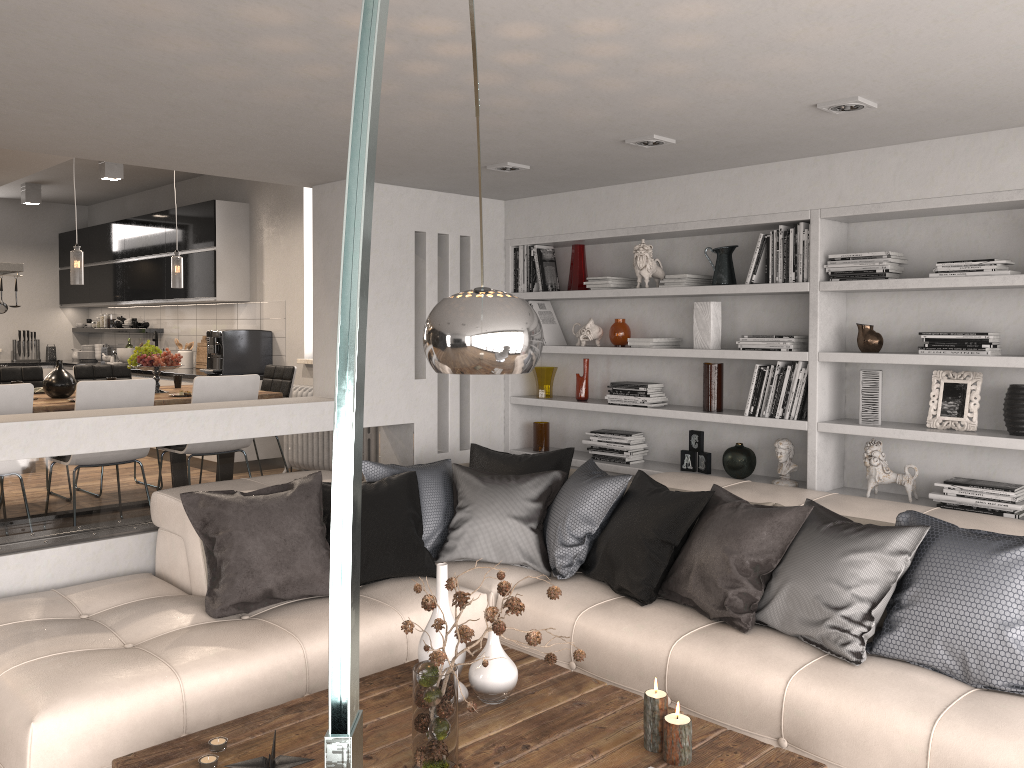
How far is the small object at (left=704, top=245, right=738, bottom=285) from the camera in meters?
4.7

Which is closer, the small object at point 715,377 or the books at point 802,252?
the books at point 802,252

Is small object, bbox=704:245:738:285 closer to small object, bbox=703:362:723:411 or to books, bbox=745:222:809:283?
books, bbox=745:222:809:283

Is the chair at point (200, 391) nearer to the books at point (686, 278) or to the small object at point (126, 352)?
the books at point (686, 278)

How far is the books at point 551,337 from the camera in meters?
5.7 m

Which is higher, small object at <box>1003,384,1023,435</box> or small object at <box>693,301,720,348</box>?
small object at <box>693,301,720,348</box>

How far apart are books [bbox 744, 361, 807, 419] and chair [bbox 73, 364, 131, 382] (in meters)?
4.92

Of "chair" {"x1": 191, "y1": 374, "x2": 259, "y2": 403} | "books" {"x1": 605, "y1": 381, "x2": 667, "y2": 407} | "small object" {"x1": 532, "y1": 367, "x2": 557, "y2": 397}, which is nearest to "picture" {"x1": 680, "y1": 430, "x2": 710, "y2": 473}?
"books" {"x1": 605, "y1": 381, "x2": 667, "y2": 407}

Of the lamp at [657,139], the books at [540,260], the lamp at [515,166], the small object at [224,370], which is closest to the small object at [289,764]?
the lamp at [657,139]

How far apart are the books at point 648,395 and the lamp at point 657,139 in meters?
1.6
